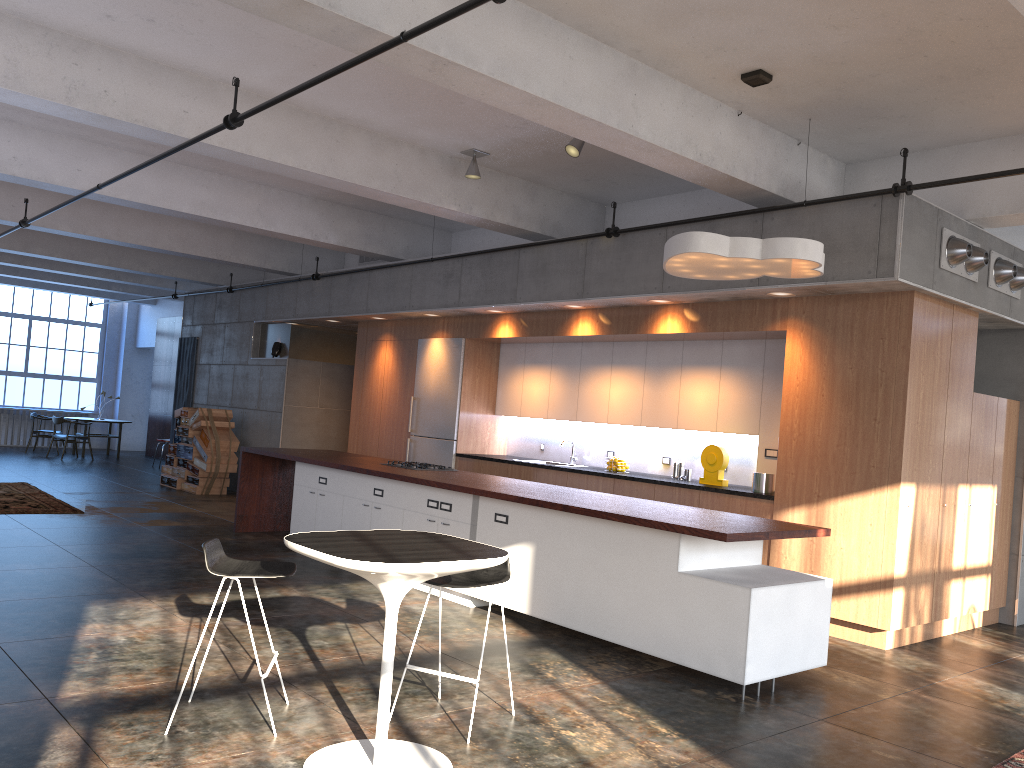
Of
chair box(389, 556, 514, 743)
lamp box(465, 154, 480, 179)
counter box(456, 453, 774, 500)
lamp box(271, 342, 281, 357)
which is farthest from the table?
lamp box(271, 342, 281, 357)

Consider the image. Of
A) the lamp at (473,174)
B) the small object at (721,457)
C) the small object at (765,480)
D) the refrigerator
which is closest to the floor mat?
the small object at (765,480)

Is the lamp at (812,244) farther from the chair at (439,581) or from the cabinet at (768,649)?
the chair at (439,581)

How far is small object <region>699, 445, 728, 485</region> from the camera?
8.14m

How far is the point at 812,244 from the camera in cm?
550

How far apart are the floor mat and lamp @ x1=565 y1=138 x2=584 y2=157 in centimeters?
497cm

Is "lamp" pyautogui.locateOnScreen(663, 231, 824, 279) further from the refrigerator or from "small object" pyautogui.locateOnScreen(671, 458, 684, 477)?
the refrigerator

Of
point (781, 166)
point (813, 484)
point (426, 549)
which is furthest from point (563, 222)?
point (426, 549)

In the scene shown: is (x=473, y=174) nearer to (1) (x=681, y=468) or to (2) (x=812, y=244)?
(1) (x=681, y=468)

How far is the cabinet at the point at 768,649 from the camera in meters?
5.1 m
